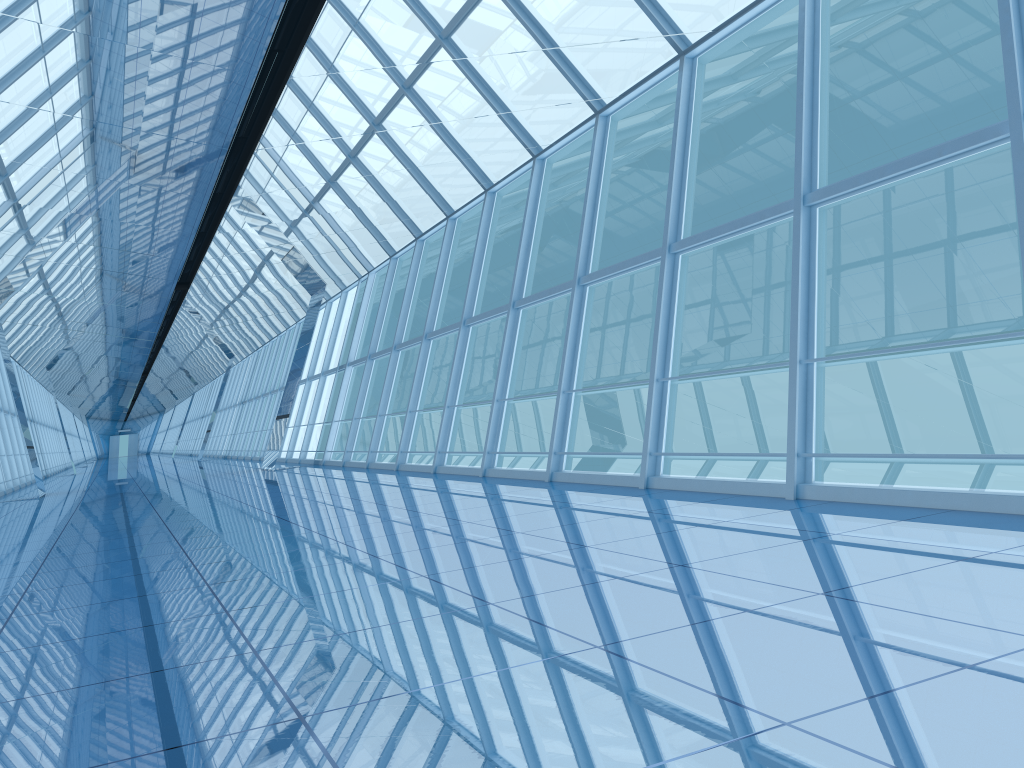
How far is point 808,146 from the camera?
7.09m

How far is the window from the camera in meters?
7.1 m

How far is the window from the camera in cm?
709

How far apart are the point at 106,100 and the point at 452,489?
5.6 meters
